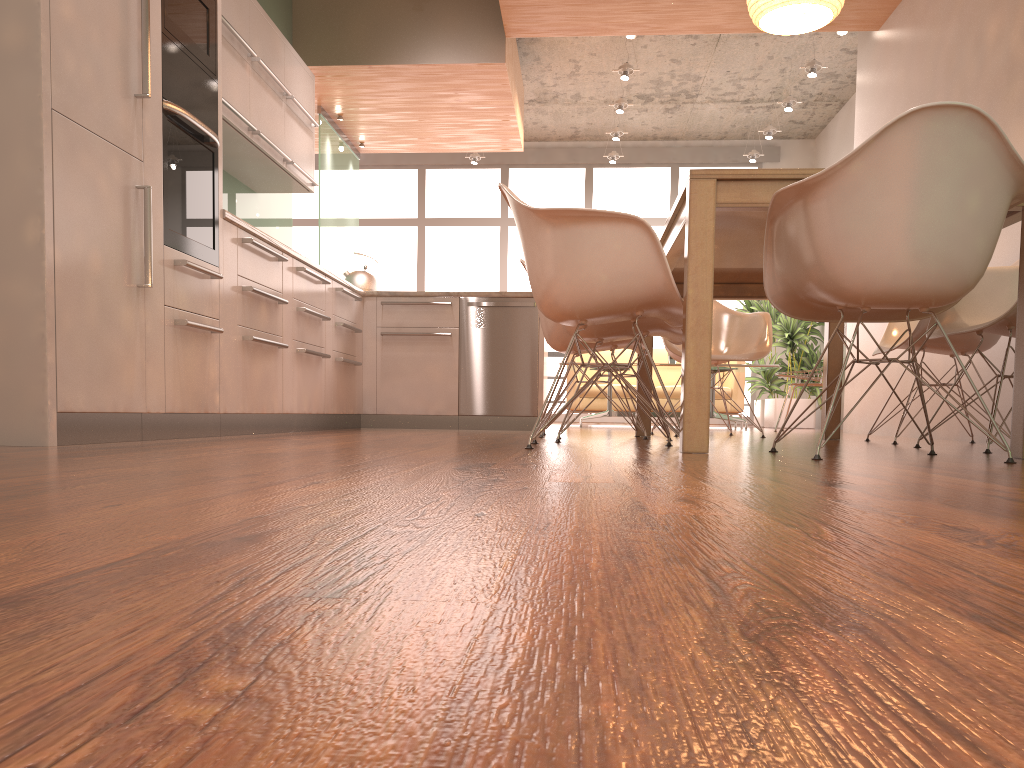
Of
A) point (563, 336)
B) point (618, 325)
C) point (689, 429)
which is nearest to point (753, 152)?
point (563, 336)

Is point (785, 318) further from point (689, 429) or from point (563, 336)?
point (689, 429)

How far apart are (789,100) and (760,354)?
4.4 meters

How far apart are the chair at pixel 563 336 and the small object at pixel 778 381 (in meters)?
5.85

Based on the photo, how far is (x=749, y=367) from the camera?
7.7 meters

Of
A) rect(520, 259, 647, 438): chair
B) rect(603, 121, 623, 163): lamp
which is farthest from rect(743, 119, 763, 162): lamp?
rect(520, 259, 647, 438): chair

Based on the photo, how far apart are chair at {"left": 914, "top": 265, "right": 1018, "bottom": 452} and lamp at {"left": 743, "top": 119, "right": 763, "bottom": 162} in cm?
684

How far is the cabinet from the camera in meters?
2.4

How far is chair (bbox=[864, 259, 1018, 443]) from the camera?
3.9m

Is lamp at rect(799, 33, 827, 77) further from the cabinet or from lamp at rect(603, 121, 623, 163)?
the cabinet
